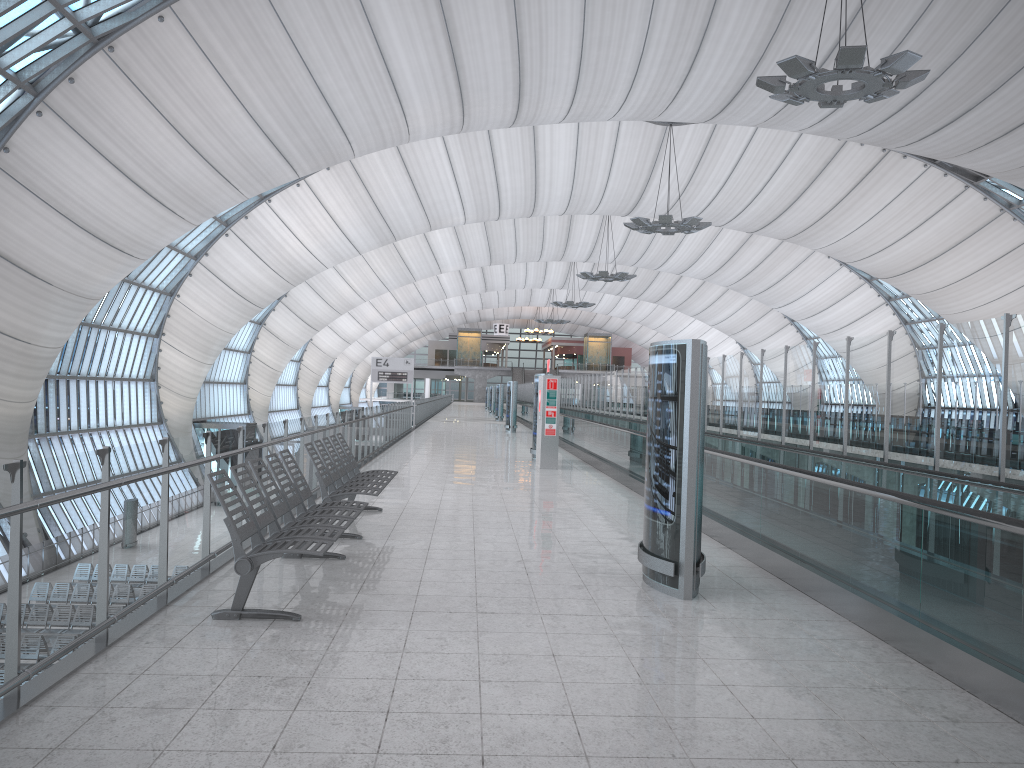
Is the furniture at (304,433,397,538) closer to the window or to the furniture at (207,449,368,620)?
the furniture at (207,449,368,620)

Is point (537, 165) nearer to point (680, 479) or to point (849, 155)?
point (849, 155)

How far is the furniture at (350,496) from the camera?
8.29m

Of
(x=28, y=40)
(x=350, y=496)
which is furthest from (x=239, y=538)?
(x=28, y=40)

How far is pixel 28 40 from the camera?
21.8 meters

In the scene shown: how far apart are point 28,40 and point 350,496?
19.5m

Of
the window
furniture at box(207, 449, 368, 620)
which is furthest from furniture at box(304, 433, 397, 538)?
the window

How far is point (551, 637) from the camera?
5.28m

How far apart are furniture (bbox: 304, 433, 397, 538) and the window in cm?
1629

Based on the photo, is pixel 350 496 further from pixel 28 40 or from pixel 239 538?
pixel 28 40
